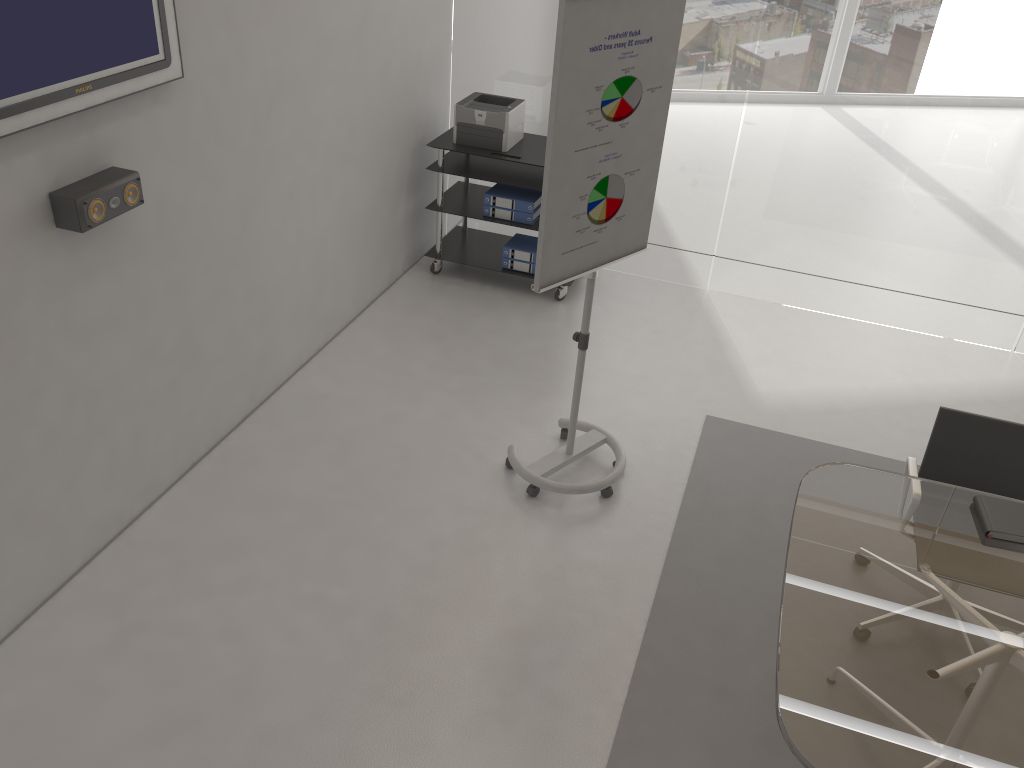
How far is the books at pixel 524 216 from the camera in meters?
5.4 m

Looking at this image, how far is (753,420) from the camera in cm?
459

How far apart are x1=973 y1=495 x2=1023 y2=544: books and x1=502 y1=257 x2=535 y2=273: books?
3.2m

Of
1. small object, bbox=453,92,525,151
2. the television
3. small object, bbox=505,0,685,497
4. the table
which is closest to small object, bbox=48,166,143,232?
the television

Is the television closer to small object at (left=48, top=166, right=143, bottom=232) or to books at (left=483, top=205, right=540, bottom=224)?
small object at (left=48, top=166, right=143, bottom=232)

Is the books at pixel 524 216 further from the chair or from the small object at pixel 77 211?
the chair

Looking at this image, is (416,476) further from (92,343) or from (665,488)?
(92,343)

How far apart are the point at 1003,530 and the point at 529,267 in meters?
3.3 m

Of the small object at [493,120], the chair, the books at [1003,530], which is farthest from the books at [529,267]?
the books at [1003,530]

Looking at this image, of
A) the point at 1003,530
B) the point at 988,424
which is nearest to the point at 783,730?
the point at 1003,530
